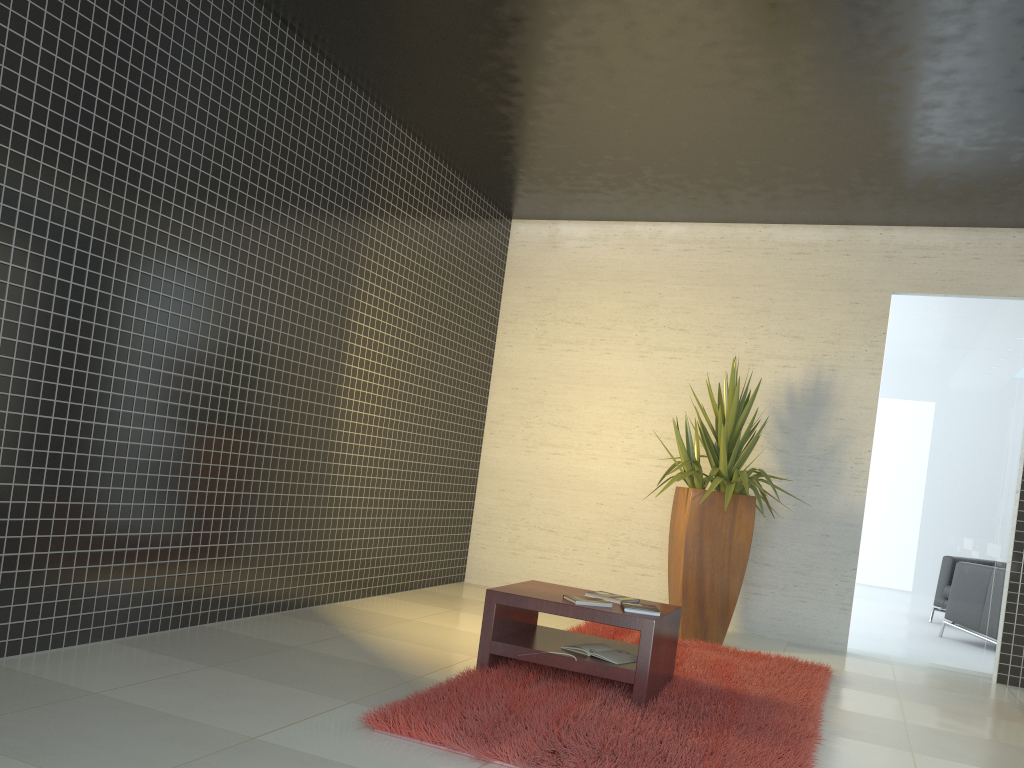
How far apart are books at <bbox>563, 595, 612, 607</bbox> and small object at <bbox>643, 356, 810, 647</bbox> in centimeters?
191cm

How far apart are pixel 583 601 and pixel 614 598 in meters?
0.3 m

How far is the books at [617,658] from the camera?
4.10m

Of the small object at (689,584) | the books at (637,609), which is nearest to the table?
the books at (637,609)

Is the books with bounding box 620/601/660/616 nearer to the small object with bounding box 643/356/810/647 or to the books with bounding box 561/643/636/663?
the books with bounding box 561/643/636/663

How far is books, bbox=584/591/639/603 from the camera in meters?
4.4 m

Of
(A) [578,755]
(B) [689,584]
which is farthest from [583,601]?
(B) [689,584]

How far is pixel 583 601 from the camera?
4.1 meters

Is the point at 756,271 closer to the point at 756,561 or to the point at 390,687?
the point at 756,561

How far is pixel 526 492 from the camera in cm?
778
